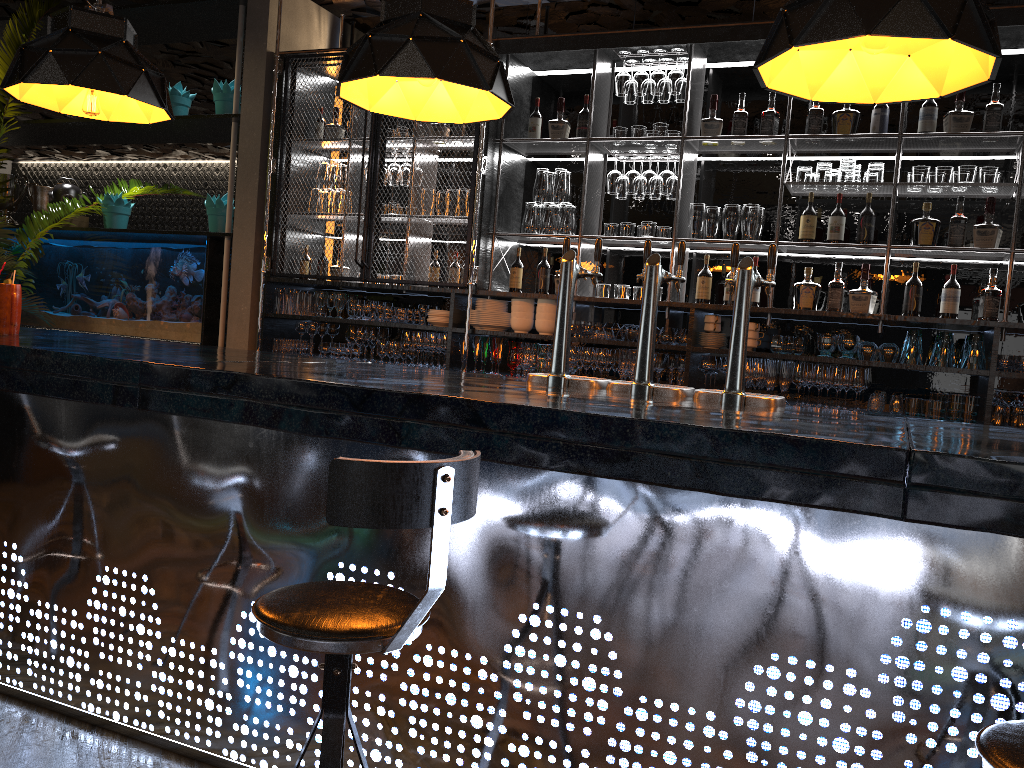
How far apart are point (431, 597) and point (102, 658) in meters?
1.8

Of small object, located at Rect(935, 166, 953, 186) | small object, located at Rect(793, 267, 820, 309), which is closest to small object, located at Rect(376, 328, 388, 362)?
small object, located at Rect(793, 267, 820, 309)

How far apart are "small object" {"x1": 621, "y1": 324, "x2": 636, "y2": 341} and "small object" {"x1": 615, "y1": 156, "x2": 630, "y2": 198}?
0.85m

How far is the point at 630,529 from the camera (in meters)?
2.07

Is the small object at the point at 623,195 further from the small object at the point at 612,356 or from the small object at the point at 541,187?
the small object at the point at 612,356

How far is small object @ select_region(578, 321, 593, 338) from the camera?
5.21m

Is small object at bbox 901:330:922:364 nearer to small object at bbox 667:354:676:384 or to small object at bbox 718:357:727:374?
small object at bbox 718:357:727:374

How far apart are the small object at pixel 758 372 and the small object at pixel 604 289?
1.0m

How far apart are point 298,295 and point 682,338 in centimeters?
262cm

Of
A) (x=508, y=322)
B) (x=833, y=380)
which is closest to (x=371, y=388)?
(x=833, y=380)
